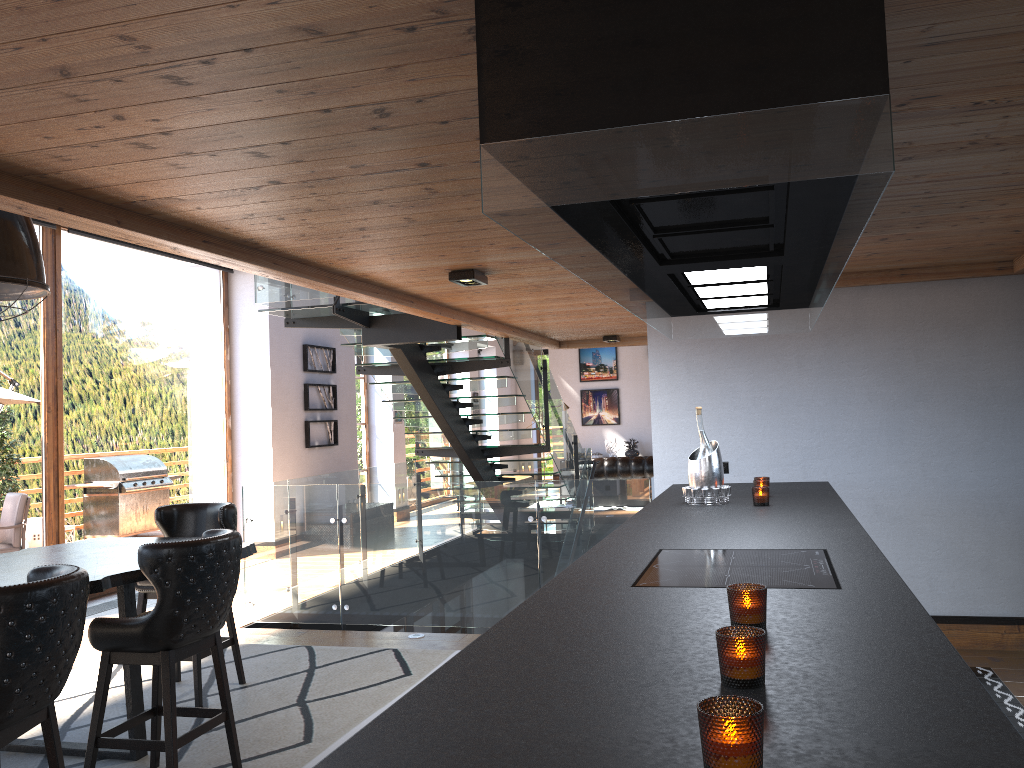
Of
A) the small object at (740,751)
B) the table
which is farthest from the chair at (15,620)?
the small object at (740,751)

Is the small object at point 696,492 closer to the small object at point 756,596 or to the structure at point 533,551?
the structure at point 533,551

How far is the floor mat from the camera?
4.2 meters

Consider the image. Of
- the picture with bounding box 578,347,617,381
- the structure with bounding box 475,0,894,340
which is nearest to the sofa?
the picture with bounding box 578,347,617,381

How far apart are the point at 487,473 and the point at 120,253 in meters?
4.5

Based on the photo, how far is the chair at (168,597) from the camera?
3.6m

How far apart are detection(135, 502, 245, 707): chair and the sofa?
9.39m

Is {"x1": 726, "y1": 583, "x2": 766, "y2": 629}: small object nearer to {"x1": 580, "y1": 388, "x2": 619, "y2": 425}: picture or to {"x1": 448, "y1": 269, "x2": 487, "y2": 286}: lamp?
{"x1": 448, "y1": 269, "x2": 487, "y2": 286}: lamp

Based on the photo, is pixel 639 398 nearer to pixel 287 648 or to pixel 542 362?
pixel 542 362

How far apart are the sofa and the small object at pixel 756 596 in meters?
12.4 m
